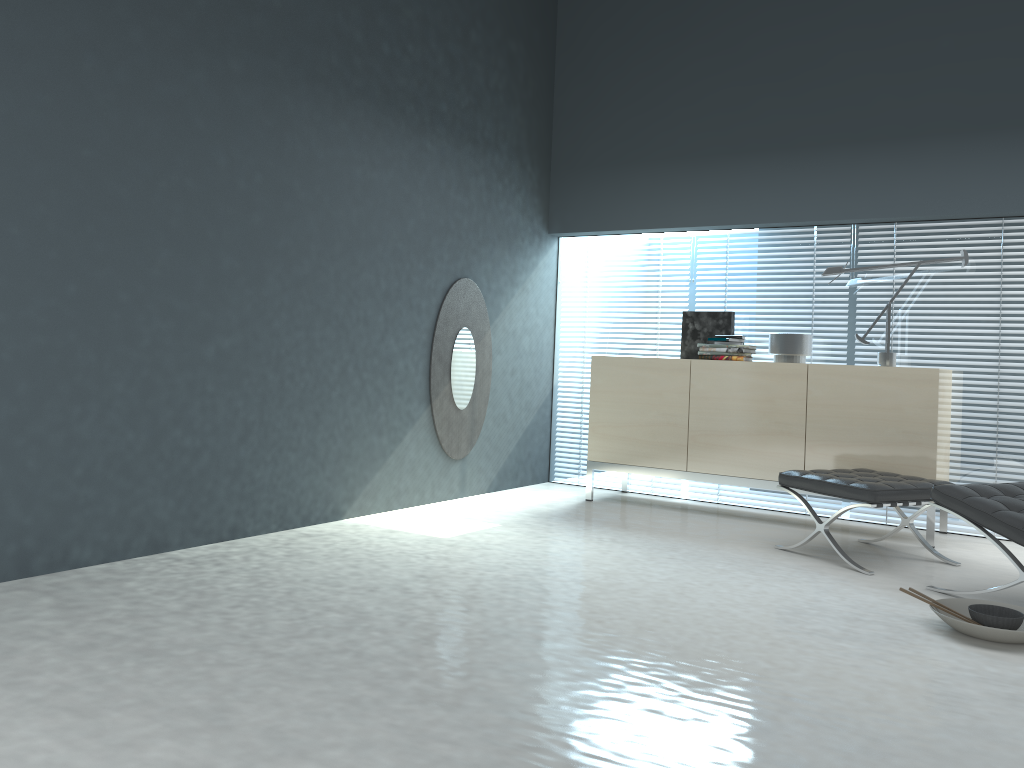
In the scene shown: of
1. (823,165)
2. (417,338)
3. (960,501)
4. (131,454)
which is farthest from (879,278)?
(131,454)

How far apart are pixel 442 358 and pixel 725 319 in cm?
172

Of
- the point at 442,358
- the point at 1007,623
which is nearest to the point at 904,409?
the point at 1007,623

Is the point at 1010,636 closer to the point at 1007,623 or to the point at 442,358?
the point at 1007,623

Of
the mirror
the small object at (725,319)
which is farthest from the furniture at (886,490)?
the mirror

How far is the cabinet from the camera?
4.5m

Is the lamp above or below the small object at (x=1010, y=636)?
above

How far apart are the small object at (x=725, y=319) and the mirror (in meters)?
1.21

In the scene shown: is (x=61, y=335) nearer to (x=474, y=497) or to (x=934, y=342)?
(x=474, y=497)

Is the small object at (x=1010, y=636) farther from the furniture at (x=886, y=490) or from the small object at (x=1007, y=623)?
the furniture at (x=886, y=490)
